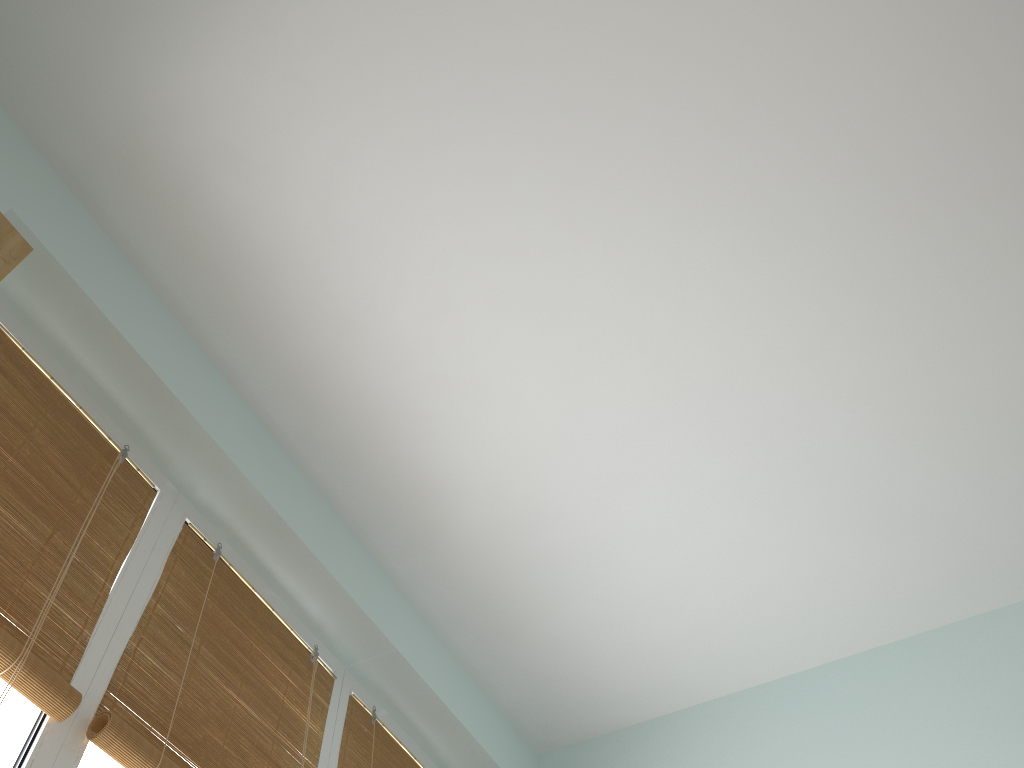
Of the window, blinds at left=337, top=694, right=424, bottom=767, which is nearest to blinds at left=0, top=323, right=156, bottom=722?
the window

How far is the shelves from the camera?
0.9m

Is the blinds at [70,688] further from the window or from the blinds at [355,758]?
the blinds at [355,758]

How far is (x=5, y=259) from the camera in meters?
0.9 m

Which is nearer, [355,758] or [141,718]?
[141,718]

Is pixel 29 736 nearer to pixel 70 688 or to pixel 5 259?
pixel 70 688

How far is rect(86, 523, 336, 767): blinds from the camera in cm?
137

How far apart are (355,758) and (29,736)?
0.8 meters

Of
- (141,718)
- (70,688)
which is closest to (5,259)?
(70,688)

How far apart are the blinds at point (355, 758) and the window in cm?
1
